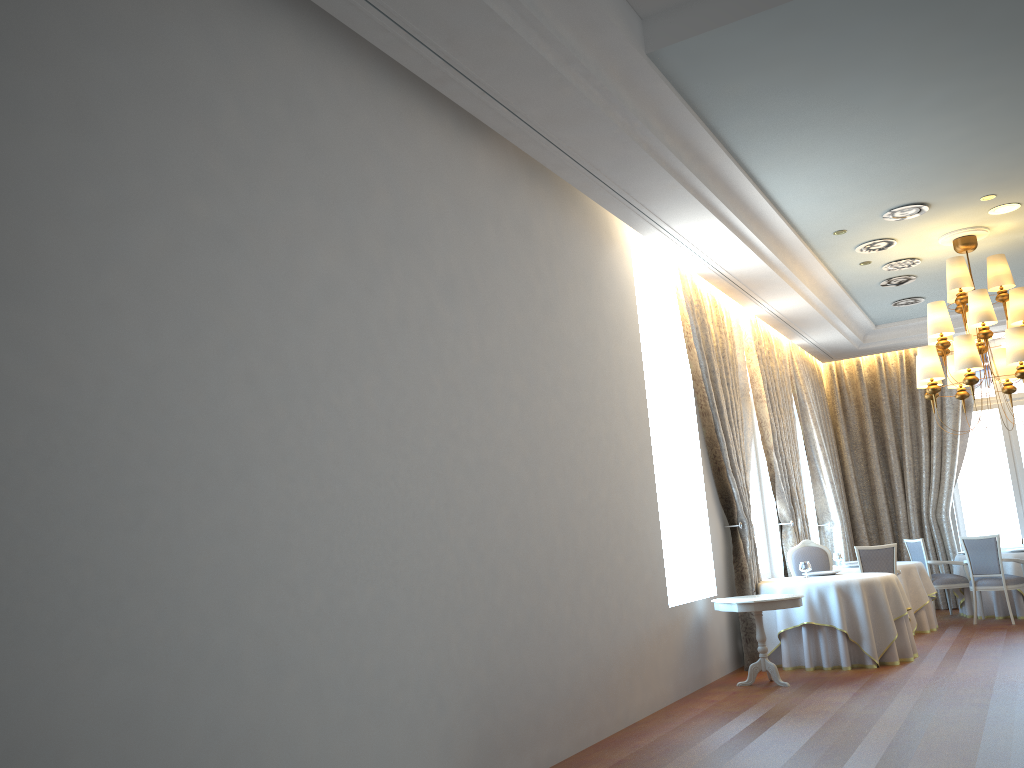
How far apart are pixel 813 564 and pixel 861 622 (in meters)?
1.87

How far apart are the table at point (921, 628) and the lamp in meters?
2.4

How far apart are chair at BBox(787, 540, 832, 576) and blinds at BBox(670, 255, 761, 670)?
1.2 meters

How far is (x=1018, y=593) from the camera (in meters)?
11.59

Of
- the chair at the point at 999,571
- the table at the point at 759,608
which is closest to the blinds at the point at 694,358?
the table at the point at 759,608

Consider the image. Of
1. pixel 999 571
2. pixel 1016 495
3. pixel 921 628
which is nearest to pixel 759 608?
pixel 921 628

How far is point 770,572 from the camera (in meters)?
11.36

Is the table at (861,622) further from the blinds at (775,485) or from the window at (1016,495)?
the window at (1016,495)

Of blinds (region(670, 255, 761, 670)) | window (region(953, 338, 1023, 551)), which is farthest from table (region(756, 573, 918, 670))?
window (region(953, 338, 1023, 551))

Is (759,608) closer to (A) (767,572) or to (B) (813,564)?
(B) (813,564)
